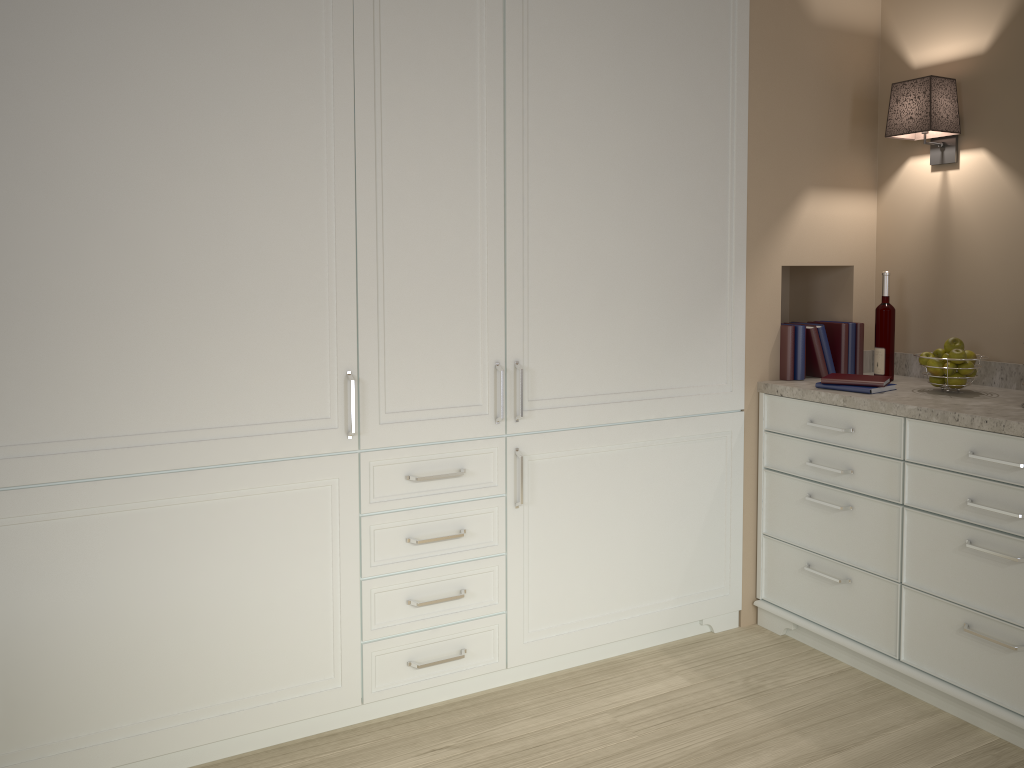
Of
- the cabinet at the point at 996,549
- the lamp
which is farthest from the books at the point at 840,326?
the lamp

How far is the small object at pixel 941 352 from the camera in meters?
2.7

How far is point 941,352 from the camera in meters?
2.7

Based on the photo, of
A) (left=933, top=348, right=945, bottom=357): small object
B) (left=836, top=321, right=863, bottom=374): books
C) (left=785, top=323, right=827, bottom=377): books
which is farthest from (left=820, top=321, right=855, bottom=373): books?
(left=933, top=348, right=945, bottom=357): small object

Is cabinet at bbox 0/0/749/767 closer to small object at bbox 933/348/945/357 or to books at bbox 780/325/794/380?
books at bbox 780/325/794/380

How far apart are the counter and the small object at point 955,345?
0.1 meters

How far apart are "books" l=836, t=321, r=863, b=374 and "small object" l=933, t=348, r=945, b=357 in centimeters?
38cm

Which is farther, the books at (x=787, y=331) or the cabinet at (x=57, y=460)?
the books at (x=787, y=331)

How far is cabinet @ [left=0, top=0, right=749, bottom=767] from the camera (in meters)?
1.94

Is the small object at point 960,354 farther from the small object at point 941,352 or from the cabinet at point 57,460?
the cabinet at point 57,460
